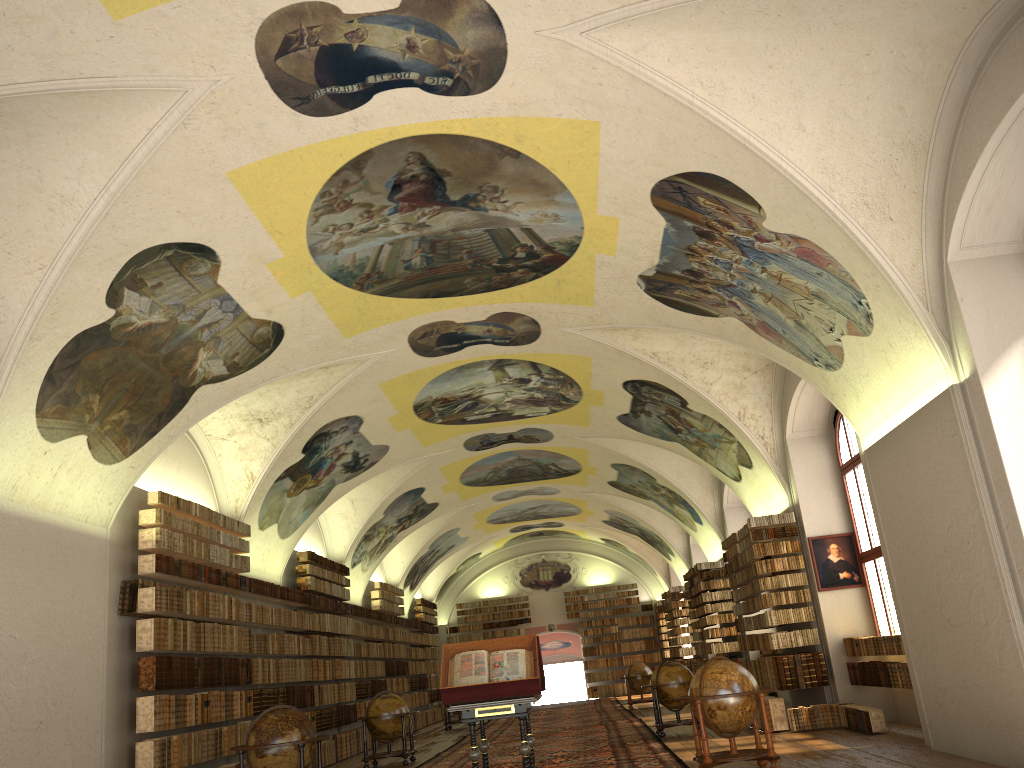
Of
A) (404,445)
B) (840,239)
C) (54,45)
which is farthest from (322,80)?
(404,445)

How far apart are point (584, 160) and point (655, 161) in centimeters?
86cm

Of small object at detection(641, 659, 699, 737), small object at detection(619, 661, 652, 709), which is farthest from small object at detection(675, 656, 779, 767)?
small object at detection(619, 661, 652, 709)

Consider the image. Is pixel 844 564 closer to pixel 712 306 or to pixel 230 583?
pixel 712 306

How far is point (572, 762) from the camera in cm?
1429

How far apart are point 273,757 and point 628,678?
18.4m

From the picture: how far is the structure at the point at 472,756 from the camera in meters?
10.9 m

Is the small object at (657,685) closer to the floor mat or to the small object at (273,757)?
the floor mat

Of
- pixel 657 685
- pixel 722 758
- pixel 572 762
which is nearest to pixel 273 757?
pixel 572 762

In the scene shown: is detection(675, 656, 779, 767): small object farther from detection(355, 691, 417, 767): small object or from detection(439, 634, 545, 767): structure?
detection(355, 691, 417, 767): small object
